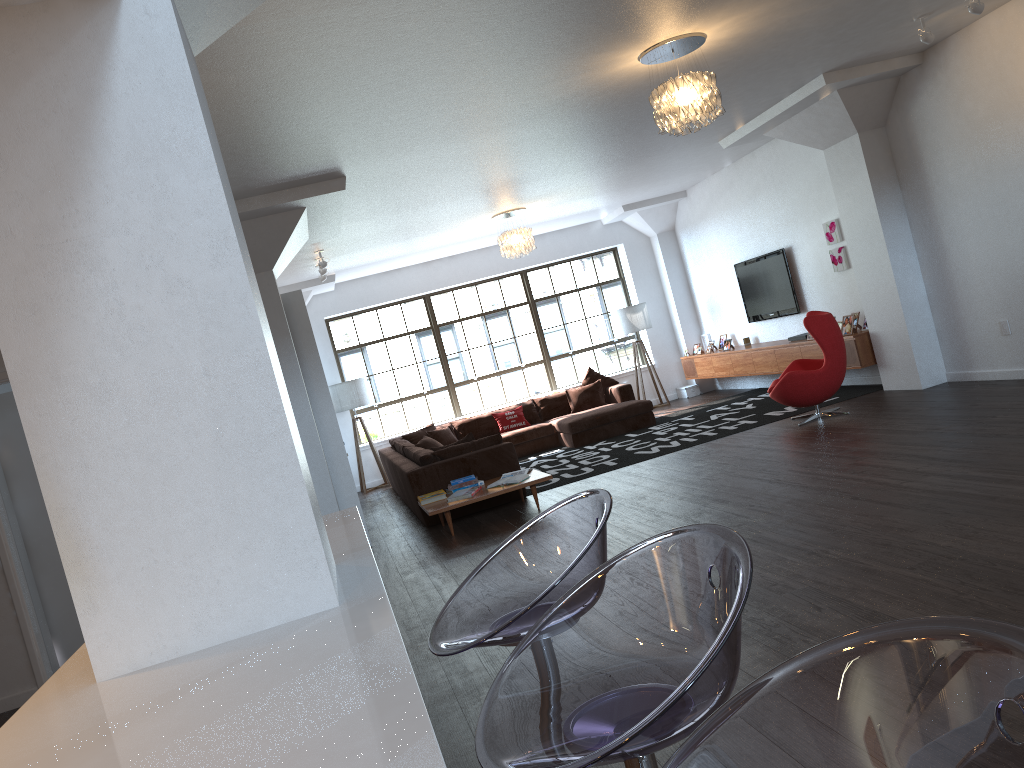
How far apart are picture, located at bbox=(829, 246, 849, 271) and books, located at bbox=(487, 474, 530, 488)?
4.5 meters

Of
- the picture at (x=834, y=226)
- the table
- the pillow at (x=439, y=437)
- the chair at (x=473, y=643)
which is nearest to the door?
the table

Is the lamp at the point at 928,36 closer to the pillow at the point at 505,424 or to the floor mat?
the floor mat

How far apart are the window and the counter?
9.2m

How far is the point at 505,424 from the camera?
12.09m

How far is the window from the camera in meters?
13.3

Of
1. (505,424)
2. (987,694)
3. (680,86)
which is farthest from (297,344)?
(987,694)

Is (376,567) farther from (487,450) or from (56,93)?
(487,450)

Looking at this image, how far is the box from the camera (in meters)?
13.50

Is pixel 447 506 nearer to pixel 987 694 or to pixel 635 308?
pixel 635 308
